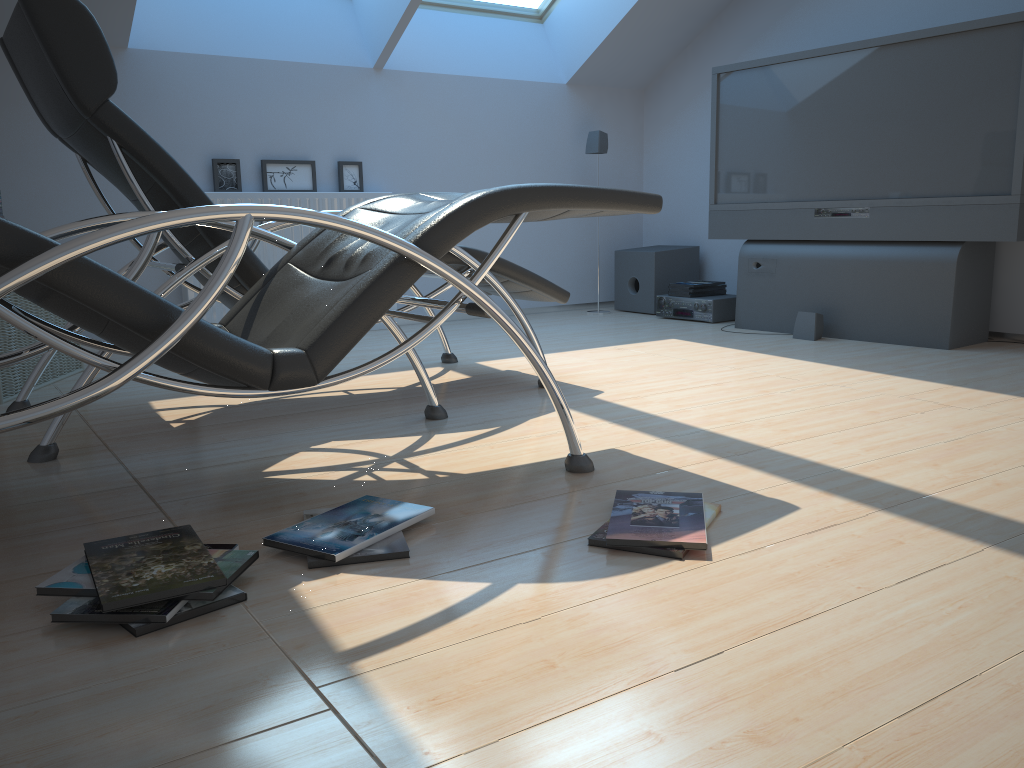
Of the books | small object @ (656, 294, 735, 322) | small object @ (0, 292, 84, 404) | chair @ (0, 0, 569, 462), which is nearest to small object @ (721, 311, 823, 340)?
small object @ (656, 294, 735, 322)

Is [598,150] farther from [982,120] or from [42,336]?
[42,336]

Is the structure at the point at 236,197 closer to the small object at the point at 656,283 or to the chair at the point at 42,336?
the small object at the point at 656,283

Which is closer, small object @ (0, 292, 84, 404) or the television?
small object @ (0, 292, 84, 404)

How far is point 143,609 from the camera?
1.4 meters

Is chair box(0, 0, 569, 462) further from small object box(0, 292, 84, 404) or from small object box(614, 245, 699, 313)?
small object box(614, 245, 699, 313)

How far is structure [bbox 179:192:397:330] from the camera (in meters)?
4.68

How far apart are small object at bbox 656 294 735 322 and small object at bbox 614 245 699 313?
0.2 meters

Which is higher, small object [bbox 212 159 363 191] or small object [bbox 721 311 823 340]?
small object [bbox 212 159 363 191]

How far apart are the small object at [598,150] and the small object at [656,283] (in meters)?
0.67
